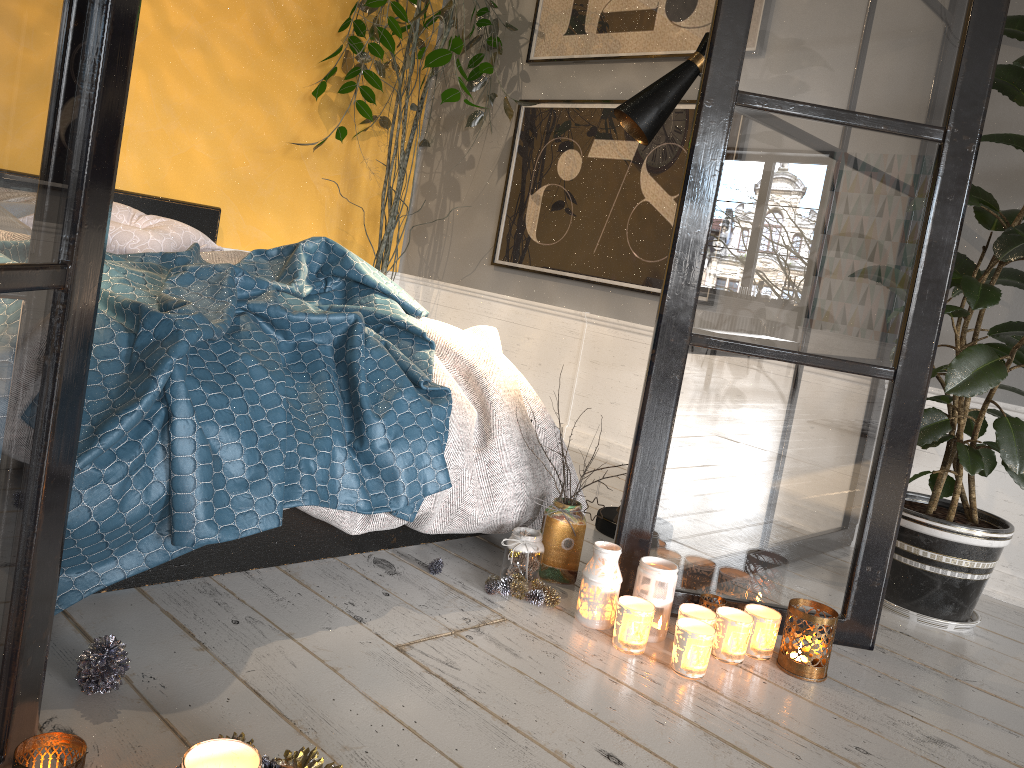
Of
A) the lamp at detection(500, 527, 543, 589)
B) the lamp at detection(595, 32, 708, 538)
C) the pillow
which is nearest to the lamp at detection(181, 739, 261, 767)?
the lamp at detection(500, 527, 543, 589)

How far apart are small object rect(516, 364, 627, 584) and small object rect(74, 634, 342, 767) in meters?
1.1

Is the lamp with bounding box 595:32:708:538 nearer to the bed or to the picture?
the bed

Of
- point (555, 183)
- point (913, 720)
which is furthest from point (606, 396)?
point (913, 720)

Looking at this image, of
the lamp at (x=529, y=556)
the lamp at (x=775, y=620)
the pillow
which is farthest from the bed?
the lamp at (x=775, y=620)

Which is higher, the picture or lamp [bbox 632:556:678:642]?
the picture

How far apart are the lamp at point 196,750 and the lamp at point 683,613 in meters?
1.1 m

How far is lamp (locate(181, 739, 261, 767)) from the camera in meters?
1.0

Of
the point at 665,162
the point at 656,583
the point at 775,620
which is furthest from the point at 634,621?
the point at 665,162

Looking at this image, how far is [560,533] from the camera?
2.2m
